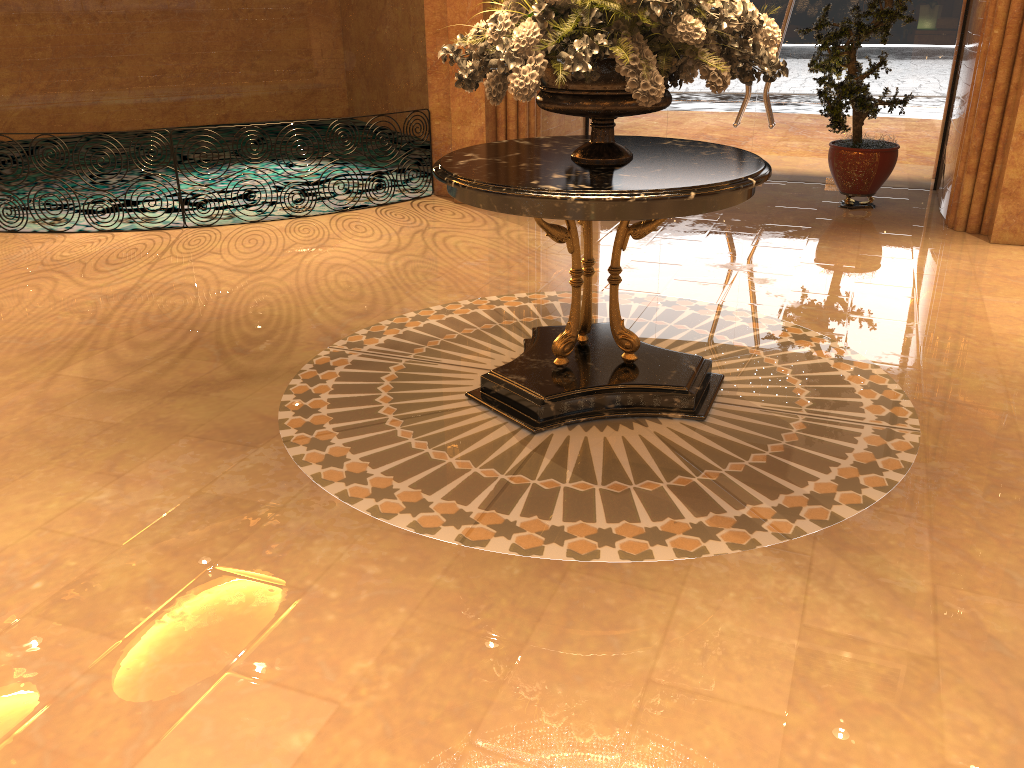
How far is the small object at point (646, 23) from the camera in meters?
3.3 m

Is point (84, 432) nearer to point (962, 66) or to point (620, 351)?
point (620, 351)

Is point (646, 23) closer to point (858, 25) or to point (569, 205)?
point (569, 205)

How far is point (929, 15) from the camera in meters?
8.0 m

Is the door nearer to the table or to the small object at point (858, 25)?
the small object at point (858, 25)

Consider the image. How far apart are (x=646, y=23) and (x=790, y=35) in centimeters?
590cm

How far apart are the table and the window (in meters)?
4.97

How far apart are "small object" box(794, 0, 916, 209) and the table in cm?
332

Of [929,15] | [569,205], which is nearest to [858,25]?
[929,15]

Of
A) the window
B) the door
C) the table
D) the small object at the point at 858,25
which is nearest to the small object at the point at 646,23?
the table
